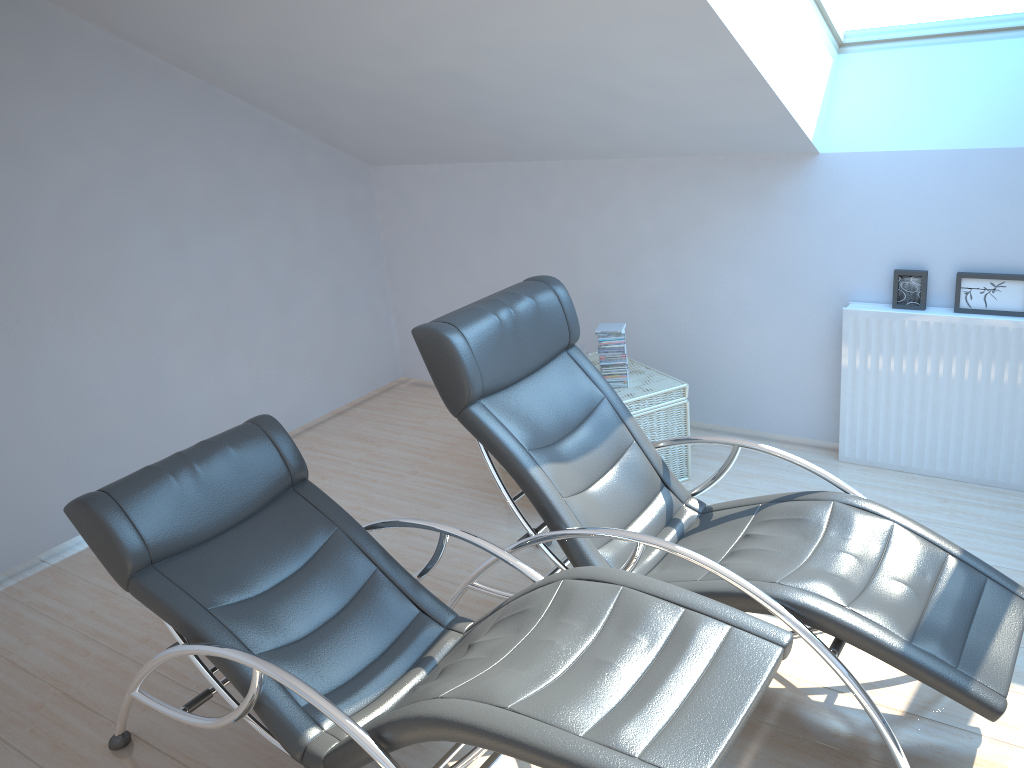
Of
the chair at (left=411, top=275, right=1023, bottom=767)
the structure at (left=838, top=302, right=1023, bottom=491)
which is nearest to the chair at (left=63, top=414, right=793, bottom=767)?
the chair at (left=411, top=275, right=1023, bottom=767)

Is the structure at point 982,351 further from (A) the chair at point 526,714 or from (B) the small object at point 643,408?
(A) the chair at point 526,714

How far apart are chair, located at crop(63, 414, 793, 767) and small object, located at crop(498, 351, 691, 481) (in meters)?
1.53

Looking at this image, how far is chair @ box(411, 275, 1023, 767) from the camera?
2.45m

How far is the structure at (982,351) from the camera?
3.9 meters

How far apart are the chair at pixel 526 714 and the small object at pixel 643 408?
1.53m

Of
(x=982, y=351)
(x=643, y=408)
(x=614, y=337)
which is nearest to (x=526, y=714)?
(x=643, y=408)

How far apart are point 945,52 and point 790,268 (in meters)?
1.15

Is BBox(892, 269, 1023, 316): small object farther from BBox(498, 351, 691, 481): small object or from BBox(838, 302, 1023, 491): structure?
BBox(498, 351, 691, 481): small object

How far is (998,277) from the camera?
3.8m
